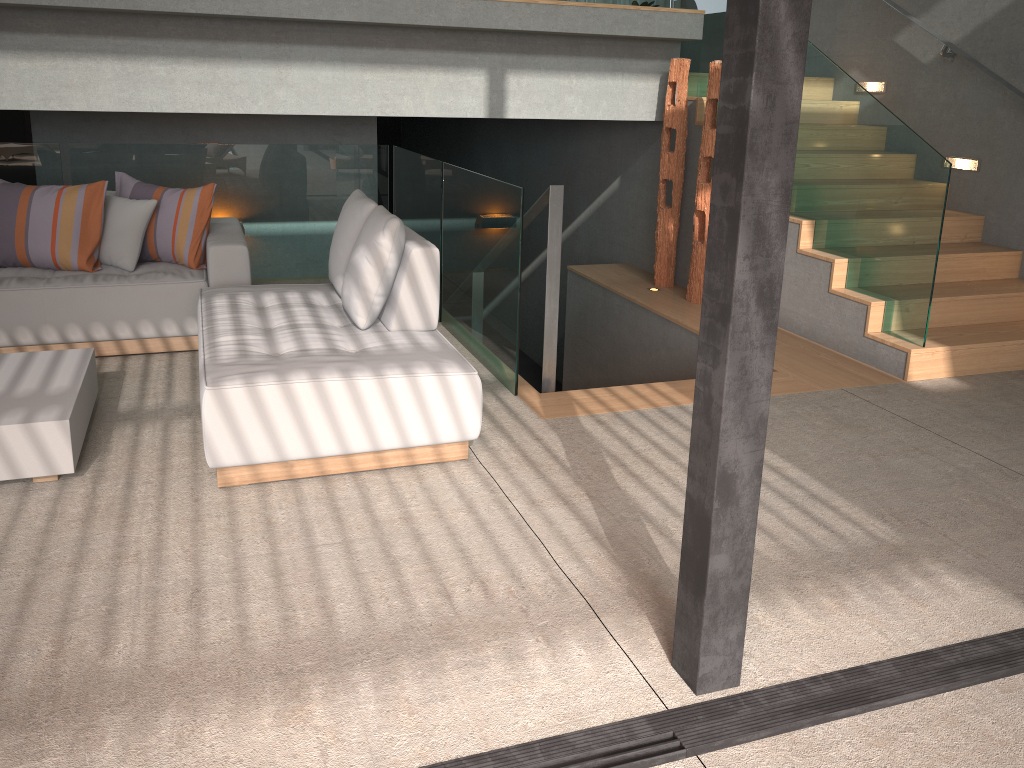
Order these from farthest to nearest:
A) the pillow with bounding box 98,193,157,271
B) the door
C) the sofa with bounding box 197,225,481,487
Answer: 1. the door
2. the pillow with bounding box 98,193,157,271
3. the sofa with bounding box 197,225,481,487

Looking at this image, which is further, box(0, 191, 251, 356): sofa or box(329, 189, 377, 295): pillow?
box(0, 191, 251, 356): sofa

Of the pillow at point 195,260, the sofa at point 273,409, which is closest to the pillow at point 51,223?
the pillow at point 195,260

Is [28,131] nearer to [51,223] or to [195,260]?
[51,223]

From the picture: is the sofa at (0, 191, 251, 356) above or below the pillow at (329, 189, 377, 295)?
below

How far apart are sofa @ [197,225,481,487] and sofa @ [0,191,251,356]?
0.3 meters

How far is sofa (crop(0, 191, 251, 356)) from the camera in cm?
433

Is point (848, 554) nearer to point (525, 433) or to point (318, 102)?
point (525, 433)

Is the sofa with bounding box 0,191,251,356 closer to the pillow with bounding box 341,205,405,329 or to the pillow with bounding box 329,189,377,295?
the pillow with bounding box 329,189,377,295

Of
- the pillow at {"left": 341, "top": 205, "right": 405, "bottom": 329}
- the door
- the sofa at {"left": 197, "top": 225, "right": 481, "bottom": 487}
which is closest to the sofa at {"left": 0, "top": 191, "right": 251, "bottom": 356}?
the sofa at {"left": 197, "top": 225, "right": 481, "bottom": 487}
